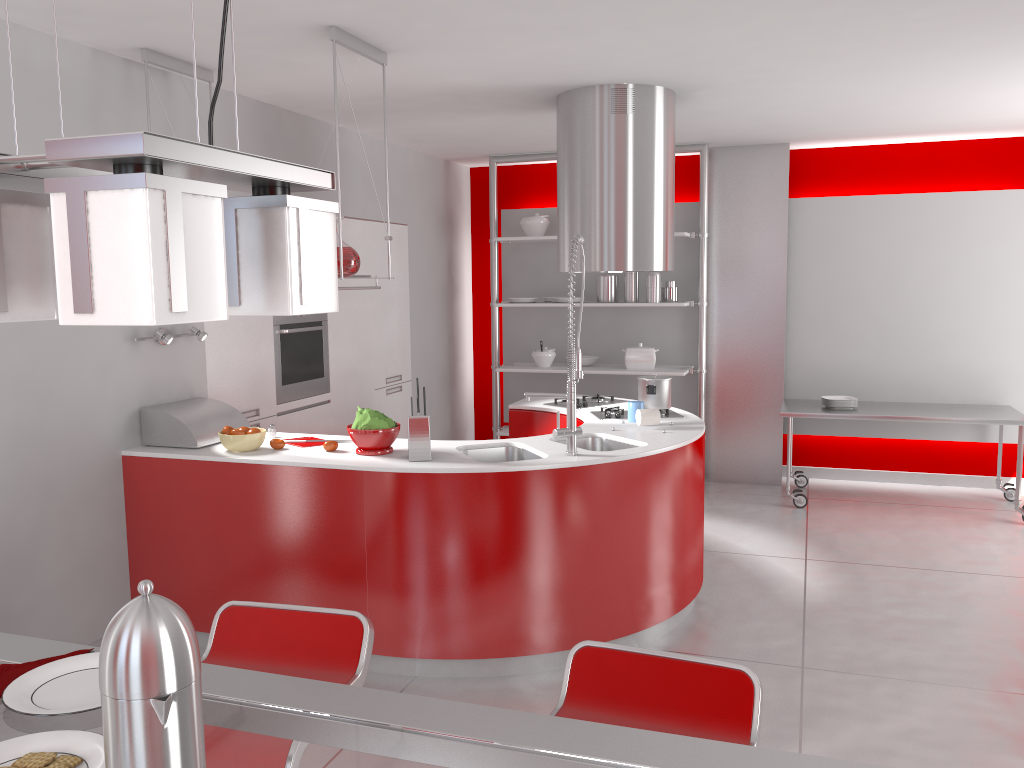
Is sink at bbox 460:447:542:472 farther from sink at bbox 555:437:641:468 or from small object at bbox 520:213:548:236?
small object at bbox 520:213:548:236

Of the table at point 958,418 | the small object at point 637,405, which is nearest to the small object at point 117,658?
the small object at point 637,405

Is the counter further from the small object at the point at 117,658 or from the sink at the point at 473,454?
the small object at the point at 117,658

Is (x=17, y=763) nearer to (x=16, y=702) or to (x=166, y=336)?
(x=16, y=702)

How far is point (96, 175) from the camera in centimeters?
72cm

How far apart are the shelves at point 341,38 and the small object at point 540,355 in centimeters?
315cm

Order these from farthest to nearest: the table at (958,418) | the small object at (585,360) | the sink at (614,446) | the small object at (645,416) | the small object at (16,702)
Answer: the small object at (585,360)
the table at (958,418)
the small object at (645,416)
the sink at (614,446)
the small object at (16,702)

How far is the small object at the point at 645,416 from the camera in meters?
4.3

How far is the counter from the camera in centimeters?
353cm

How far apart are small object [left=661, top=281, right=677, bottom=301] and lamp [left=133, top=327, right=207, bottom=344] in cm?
367
